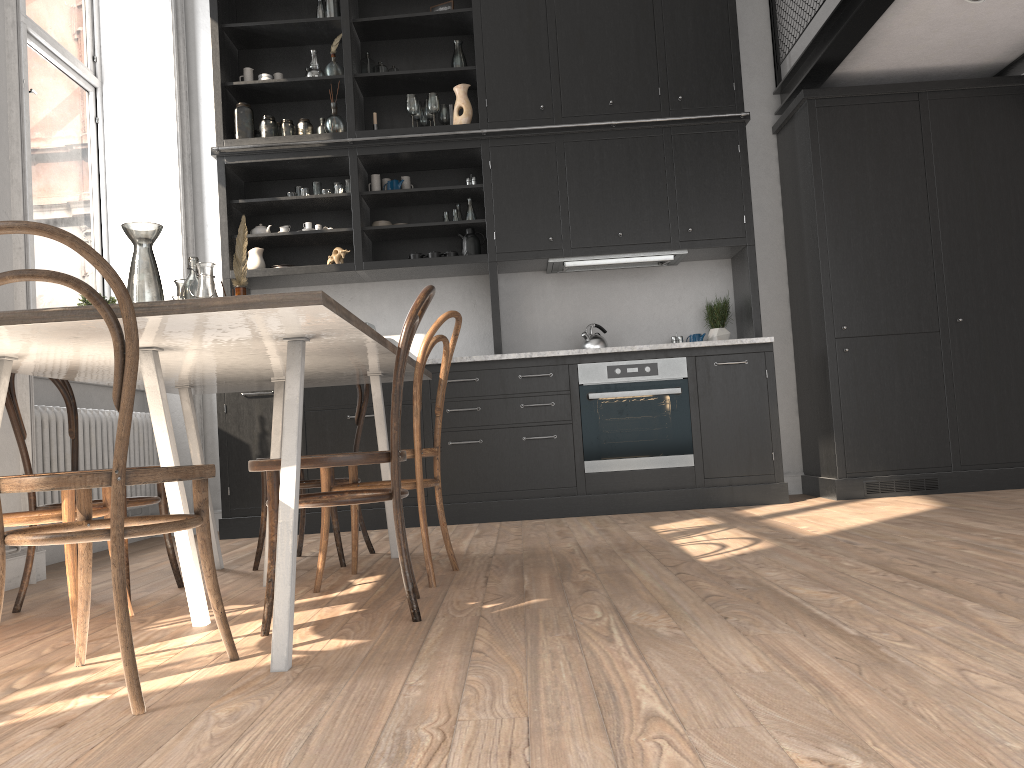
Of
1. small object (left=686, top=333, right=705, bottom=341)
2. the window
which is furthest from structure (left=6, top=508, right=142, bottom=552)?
small object (left=686, top=333, right=705, bottom=341)

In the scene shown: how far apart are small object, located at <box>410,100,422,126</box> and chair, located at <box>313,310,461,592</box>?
2.8 meters

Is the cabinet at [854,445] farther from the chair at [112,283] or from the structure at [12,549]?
the structure at [12,549]

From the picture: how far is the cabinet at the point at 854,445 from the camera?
5.0 meters

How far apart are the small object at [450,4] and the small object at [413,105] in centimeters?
70cm

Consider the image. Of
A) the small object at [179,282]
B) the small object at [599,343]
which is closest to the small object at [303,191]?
the small object at [599,343]

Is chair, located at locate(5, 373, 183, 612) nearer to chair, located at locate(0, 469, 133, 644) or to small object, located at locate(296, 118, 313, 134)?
chair, located at locate(0, 469, 133, 644)

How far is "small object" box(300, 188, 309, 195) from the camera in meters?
5.5

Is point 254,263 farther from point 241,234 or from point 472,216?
point 241,234

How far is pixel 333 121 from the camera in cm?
538
